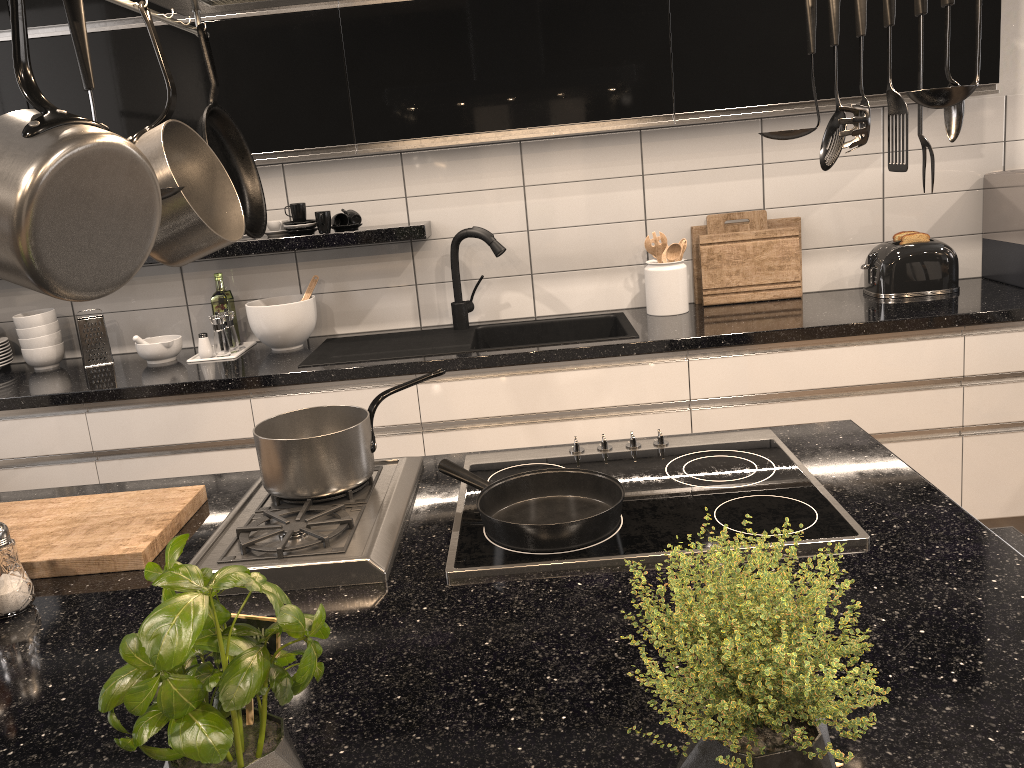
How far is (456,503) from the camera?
1.5 meters

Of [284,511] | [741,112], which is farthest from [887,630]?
[741,112]

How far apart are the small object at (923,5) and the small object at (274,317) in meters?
2.3 m

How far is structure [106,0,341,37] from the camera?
1.4 meters

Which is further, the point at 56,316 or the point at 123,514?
the point at 56,316

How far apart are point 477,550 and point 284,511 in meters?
0.4 m

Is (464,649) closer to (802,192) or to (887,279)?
(887,279)

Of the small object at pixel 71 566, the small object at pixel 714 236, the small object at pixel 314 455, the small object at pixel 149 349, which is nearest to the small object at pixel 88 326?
the small object at pixel 149 349

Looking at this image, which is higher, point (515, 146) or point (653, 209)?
point (515, 146)

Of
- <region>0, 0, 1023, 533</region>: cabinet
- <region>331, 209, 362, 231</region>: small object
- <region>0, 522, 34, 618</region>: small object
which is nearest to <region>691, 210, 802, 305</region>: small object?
<region>0, 0, 1023, 533</region>: cabinet
